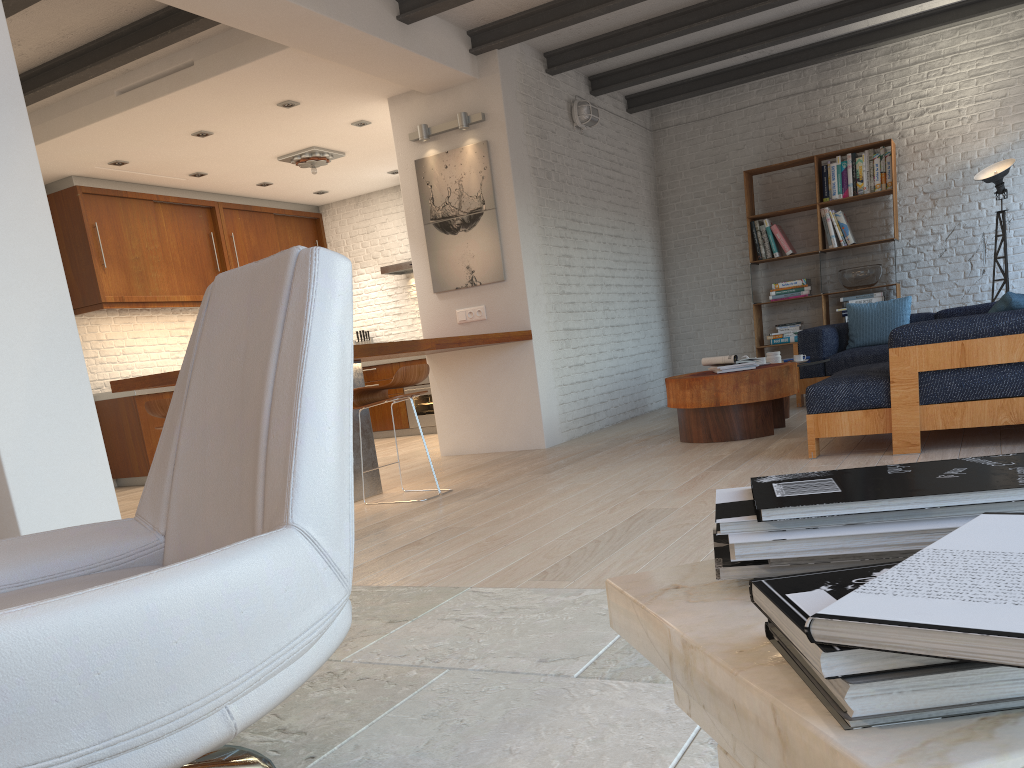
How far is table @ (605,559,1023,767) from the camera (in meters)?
0.47

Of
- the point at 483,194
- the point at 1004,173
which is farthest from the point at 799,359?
the point at 1004,173

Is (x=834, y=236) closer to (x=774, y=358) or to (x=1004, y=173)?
(x=1004, y=173)

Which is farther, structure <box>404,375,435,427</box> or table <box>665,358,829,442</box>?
structure <box>404,375,435,427</box>

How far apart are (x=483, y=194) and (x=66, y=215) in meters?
4.2

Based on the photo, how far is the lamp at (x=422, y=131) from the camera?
7.0m

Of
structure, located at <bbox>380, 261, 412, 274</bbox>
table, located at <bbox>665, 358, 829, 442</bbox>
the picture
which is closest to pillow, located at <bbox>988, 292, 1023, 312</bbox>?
table, located at <bbox>665, 358, 829, 442</bbox>

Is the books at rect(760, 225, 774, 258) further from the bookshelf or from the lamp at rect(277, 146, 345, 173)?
the lamp at rect(277, 146, 345, 173)

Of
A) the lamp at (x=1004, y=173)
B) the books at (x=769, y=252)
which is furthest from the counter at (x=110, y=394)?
the lamp at (x=1004, y=173)

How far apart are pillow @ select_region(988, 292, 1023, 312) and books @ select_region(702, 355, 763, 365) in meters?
1.9
